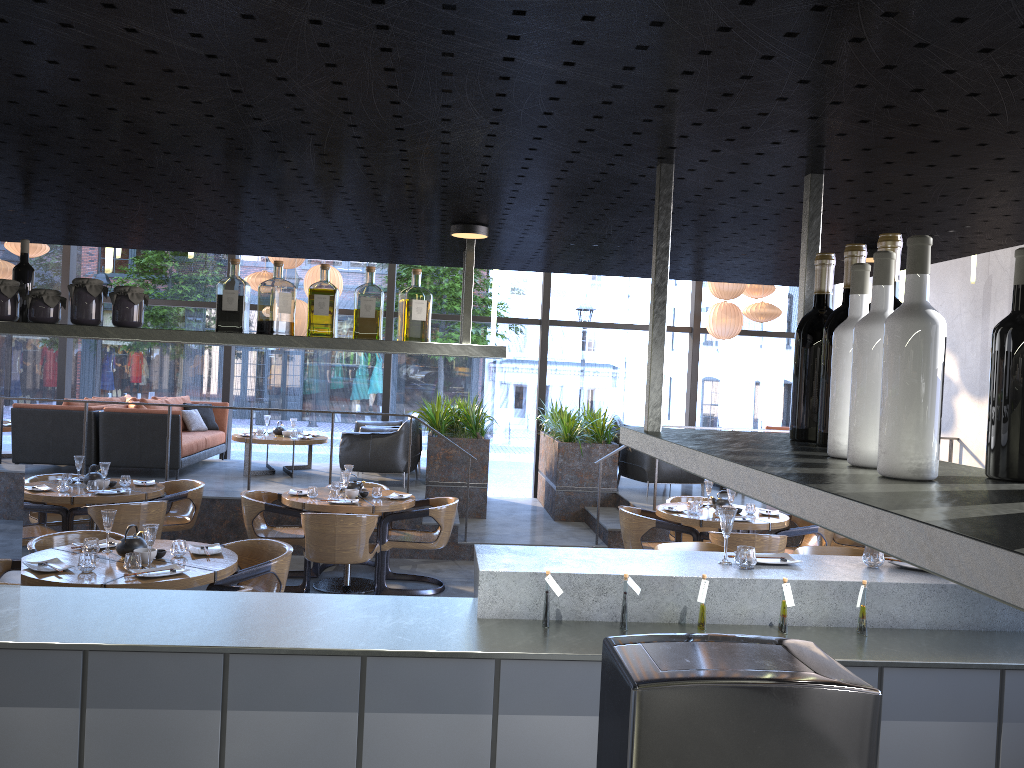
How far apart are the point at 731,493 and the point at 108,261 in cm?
489

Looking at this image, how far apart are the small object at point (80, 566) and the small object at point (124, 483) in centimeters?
287cm

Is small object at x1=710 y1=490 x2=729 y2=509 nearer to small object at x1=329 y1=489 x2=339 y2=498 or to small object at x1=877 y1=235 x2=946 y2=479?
small object at x1=329 y1=489 x2=339 y2=498

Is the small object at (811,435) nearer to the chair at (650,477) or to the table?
the table

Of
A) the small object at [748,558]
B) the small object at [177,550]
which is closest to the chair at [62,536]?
the small object at [177,550]

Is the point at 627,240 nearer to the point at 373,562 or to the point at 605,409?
the point at 373,562

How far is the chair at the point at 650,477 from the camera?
9.80m

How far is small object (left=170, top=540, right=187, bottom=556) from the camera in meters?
4.8 m

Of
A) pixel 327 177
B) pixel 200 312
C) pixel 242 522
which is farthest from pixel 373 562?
pixel 200 312

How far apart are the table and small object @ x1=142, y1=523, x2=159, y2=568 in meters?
0.2 m
